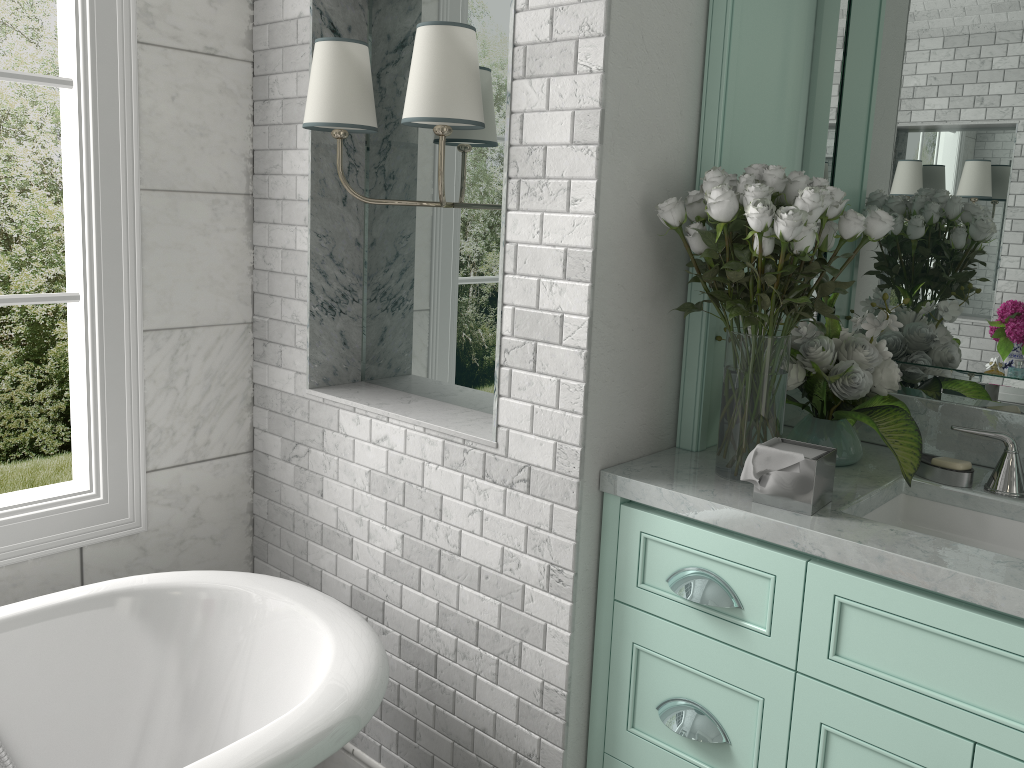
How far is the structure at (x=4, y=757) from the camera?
1.90m

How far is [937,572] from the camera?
1.43m

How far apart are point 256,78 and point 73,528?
1.3 meters

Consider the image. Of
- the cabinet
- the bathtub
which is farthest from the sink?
the bathtub

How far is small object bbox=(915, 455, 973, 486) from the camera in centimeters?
186cm

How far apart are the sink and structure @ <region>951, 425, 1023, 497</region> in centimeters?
6cm

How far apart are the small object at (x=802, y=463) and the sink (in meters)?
0.16

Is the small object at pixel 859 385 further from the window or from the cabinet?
the window

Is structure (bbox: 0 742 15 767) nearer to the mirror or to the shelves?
the shelves

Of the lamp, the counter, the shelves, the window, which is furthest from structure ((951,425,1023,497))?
the window
